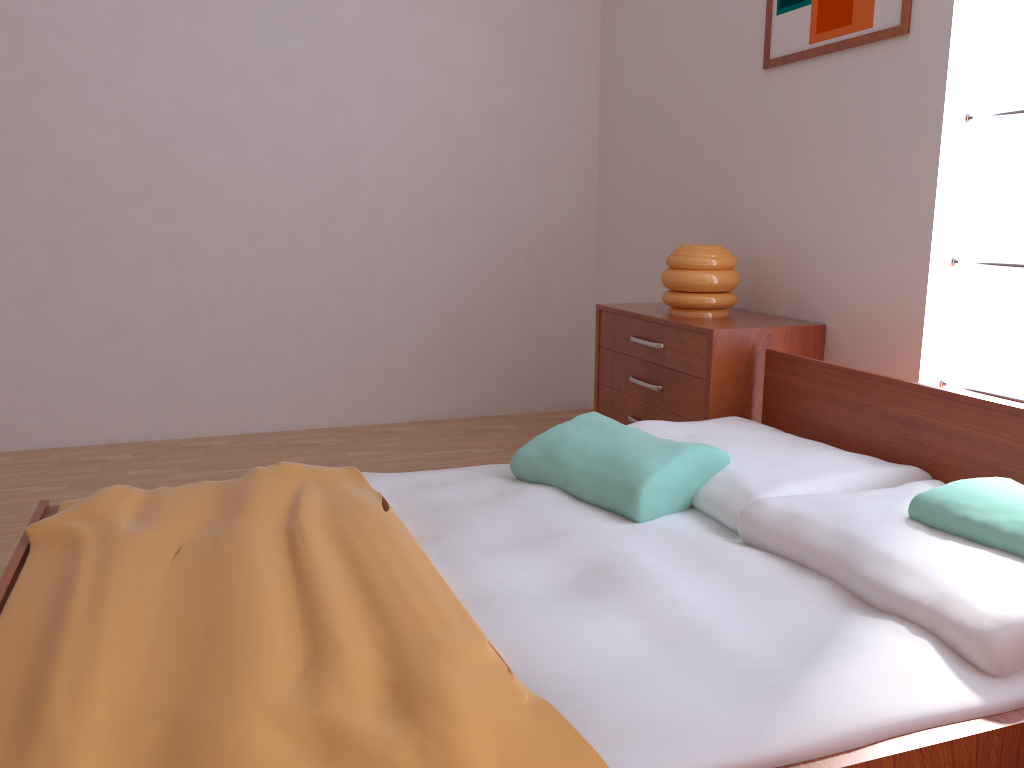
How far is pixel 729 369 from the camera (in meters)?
2.68

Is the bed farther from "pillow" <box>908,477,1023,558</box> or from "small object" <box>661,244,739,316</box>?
"small object" <box>661,244,739,316</box>

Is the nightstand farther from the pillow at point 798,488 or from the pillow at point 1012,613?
Result: the pillow at point 1012,613

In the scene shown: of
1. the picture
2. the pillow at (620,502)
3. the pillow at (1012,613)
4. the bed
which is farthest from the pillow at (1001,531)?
the picture

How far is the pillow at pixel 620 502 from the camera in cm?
191

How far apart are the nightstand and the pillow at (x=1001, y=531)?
1.0m

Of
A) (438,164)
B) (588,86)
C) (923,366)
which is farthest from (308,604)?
(588,86)

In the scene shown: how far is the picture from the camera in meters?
2.5

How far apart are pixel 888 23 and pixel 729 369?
1.06m

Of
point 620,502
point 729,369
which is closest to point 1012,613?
point 620,502
